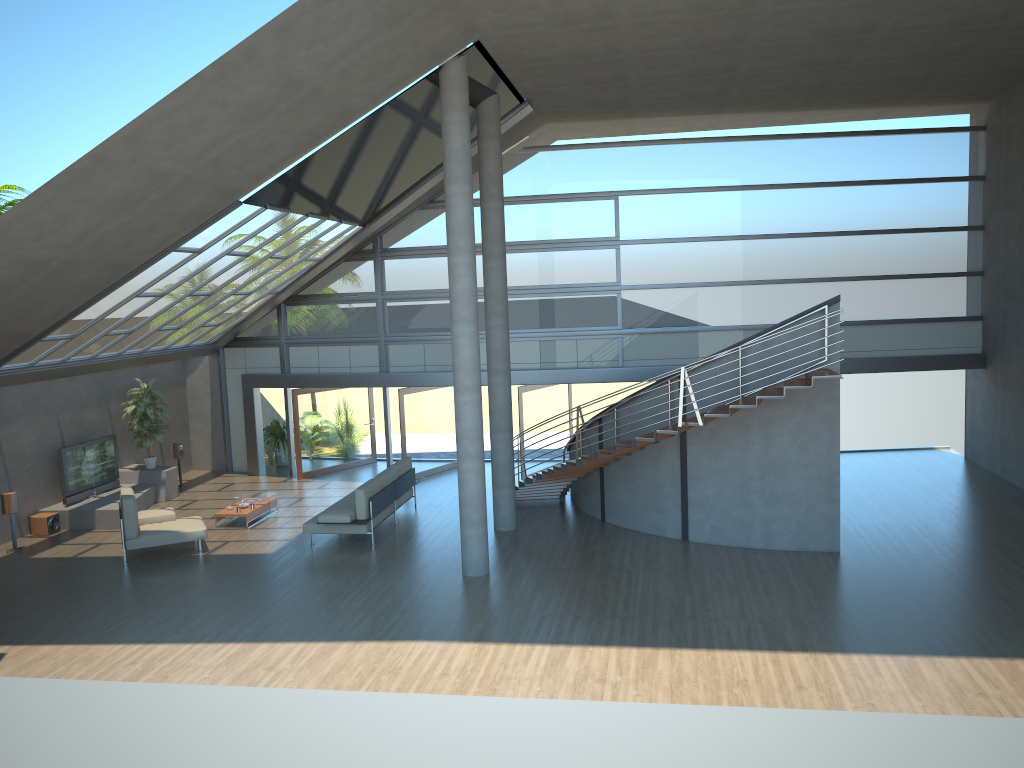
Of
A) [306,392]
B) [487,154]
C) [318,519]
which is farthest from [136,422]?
[487,154]

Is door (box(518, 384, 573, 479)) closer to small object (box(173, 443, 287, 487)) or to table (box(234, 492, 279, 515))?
table (box(234, 492, 279, 515))

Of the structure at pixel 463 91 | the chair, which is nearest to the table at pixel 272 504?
the chair

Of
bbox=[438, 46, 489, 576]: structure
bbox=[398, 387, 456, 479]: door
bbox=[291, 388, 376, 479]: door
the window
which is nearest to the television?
the window

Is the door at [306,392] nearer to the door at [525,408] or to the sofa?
the sofa

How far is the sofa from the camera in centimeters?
1370cm

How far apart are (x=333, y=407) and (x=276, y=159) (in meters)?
9.10

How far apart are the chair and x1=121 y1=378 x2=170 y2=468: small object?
3.75m

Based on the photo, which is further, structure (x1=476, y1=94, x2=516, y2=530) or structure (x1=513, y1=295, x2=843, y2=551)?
structure (x1=476, y1=94, x2=516, y2=530)

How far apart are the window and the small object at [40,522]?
5.2m
